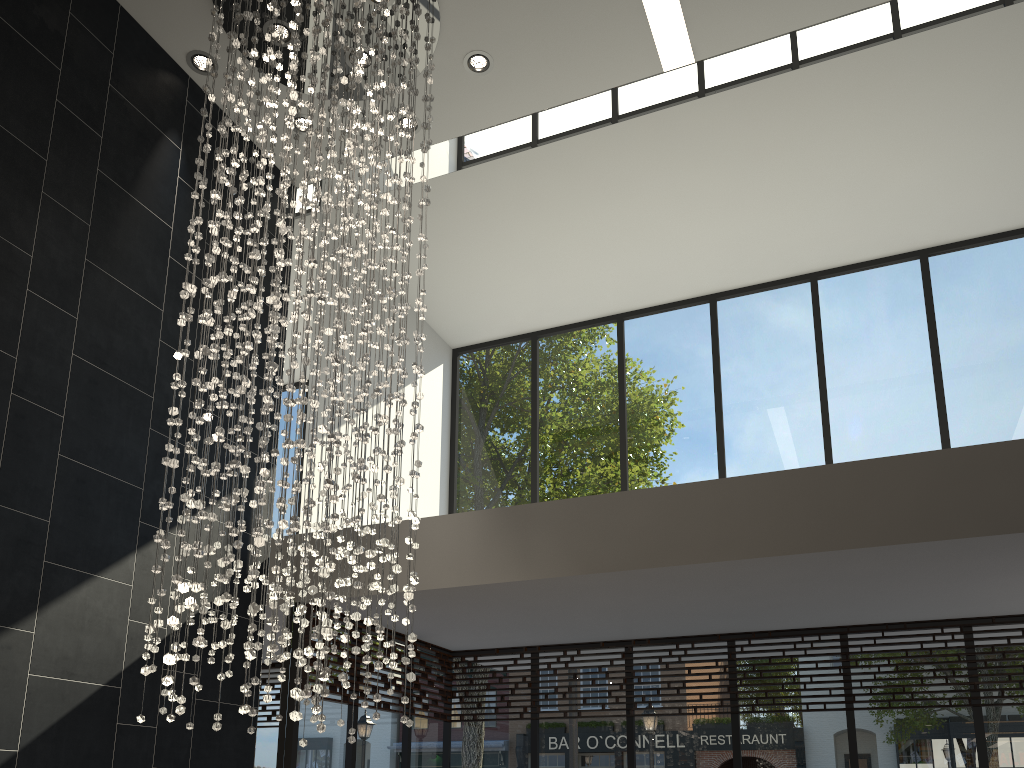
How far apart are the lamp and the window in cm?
121

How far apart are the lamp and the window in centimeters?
121cm

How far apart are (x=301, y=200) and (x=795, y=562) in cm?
356

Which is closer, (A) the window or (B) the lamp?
(B) the lamp

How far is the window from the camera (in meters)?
6.21

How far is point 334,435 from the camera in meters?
3.9

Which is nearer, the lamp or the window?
the lamp

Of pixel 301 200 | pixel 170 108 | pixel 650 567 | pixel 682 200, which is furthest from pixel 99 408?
pixel 682 200

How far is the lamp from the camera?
3.9m
